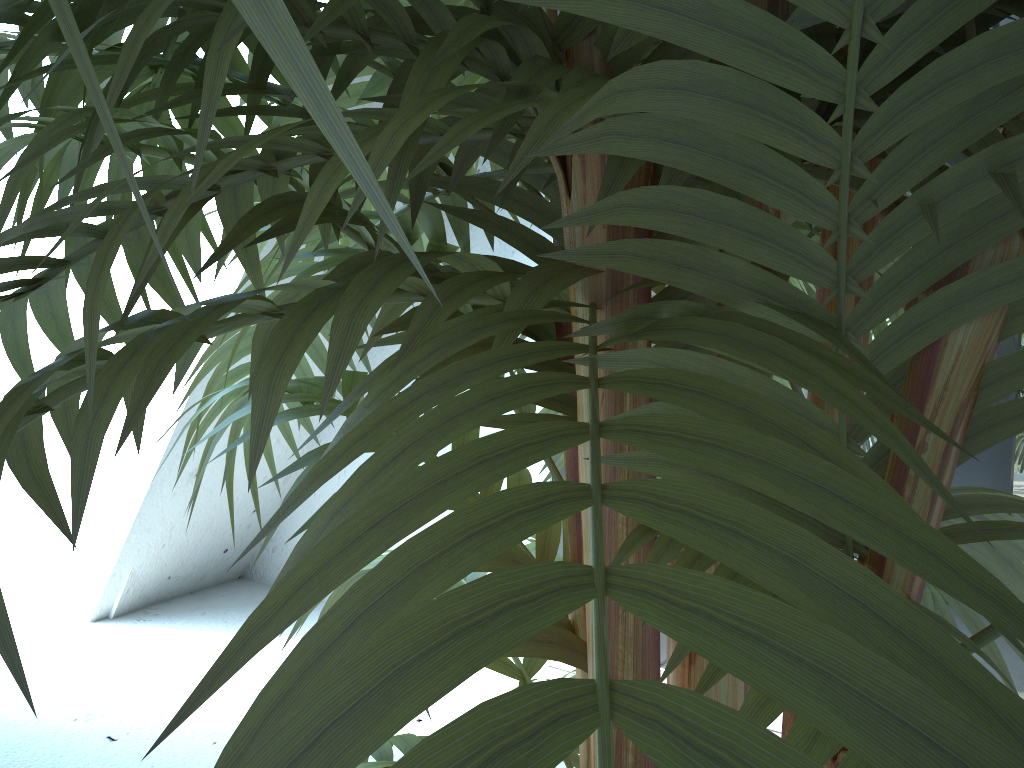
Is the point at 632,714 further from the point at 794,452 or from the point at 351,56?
the point at 351,56

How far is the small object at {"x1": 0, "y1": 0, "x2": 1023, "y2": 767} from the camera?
0.14m

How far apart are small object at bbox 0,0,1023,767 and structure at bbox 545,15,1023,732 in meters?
0.8

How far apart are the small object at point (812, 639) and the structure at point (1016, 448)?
0.8m

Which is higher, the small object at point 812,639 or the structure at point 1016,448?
the small object at point 812,639

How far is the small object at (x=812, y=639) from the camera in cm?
14

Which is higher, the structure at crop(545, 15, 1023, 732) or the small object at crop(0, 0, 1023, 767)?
the small object at crop(0, 0, 1023, 767)

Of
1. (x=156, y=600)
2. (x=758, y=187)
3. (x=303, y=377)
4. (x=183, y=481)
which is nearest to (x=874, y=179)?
(x=758, y=187)

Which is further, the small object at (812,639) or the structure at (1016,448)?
the structure at (1016,448)

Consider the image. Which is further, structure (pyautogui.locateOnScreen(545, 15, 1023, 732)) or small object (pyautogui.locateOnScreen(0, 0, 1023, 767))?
structure (pyautogui.locateOnScreen(545, 15, 1023, 732))
